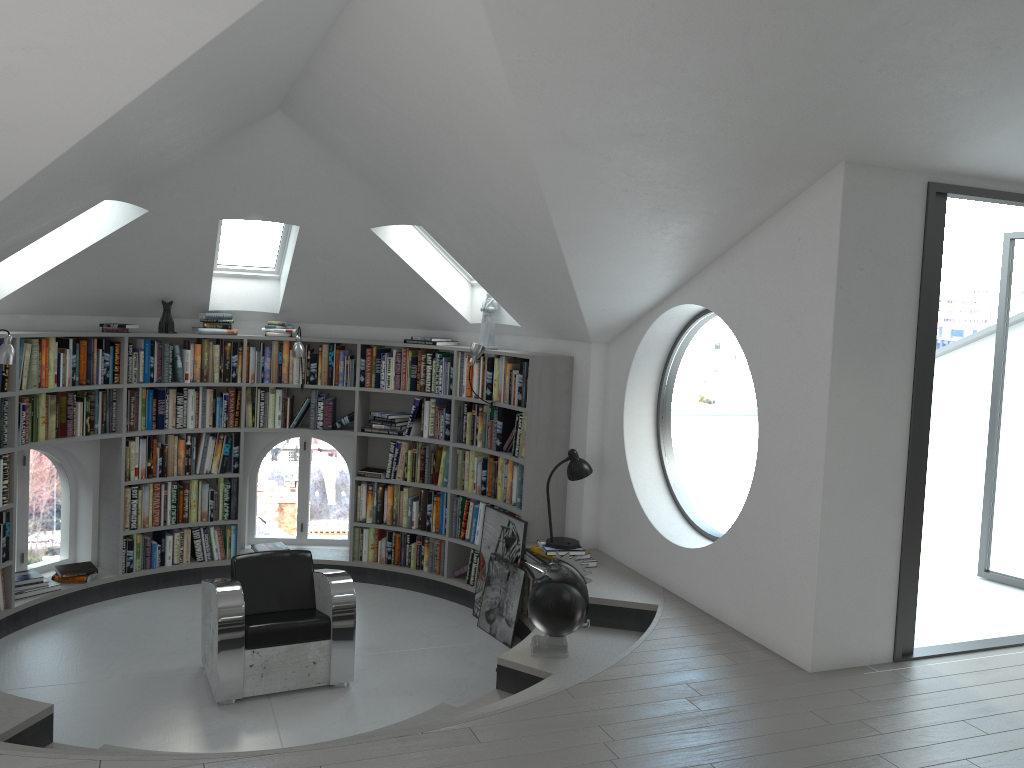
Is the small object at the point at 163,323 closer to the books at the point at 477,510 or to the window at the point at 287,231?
the window at the point at 287,231

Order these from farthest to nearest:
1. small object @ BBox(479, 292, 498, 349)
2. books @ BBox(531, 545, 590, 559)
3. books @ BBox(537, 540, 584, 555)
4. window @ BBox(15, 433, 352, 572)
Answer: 1. window @ BBox(15, 433, 352, 572)
2. small object @ BBox(479, 292, 498, 349)
3. books @ BBox(531, 545, 590, 559)
4. books @ BBox(537, 540, 584, 555)

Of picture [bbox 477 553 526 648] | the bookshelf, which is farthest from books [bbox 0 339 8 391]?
picture [bbox 477 553 526 648]

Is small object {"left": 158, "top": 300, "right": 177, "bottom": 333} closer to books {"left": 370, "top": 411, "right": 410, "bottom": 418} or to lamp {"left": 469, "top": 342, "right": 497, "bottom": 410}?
books {"left": 370, "top": 411, "right": 410, "bottom": 418}

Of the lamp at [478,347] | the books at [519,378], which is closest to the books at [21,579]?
the books at [519,378]

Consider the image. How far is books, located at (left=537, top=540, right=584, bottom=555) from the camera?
5.88m

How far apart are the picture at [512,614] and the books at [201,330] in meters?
2.6

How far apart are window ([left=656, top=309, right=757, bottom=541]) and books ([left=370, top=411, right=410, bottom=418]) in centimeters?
239cm

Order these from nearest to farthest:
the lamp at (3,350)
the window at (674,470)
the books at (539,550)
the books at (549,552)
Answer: the lamp at (3,350)
the books at (549,552)
the books at (539,550)
the window at (674,470)

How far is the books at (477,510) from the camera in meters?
7.0 m
